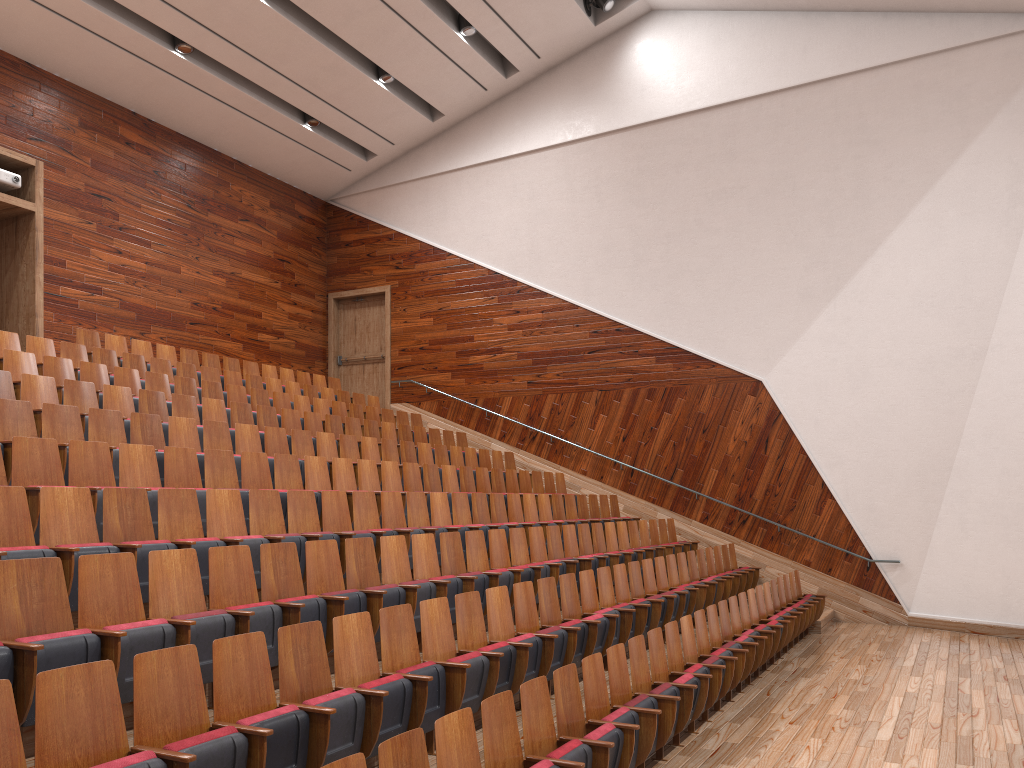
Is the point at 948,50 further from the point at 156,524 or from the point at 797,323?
the point at 156,524

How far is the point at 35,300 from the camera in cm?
99

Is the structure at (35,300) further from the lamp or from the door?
the lamp

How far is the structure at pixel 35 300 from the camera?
0.99m

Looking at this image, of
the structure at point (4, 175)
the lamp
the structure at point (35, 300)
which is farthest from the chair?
the lamp

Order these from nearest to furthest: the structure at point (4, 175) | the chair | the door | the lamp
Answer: the chair < the structure at point (4, 175) < the lamp < the door

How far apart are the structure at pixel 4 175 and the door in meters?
0.7

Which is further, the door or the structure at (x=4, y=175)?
the door

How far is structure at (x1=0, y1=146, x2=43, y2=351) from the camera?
1.0 meters

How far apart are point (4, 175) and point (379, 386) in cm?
76
